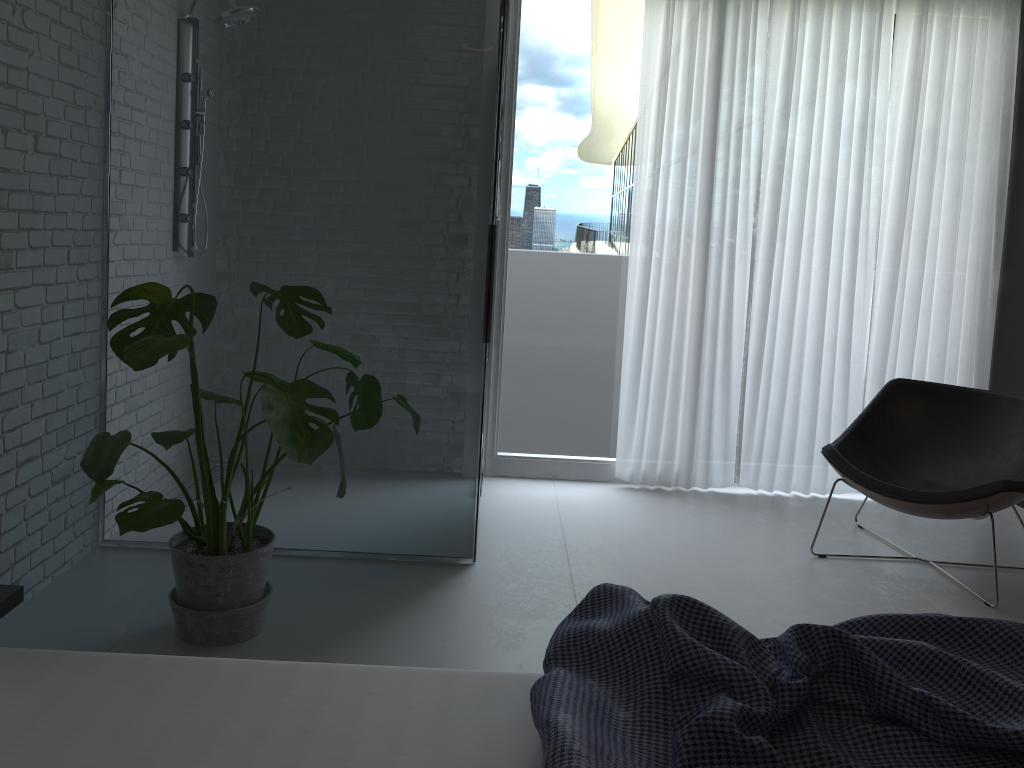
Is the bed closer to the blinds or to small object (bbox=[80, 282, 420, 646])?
small object (bbox=[80, 282, 420, 646])

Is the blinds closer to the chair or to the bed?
the chair

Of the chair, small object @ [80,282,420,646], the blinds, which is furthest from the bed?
the blinds

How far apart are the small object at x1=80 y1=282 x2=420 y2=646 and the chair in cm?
172

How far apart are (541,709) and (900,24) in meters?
4.0 m

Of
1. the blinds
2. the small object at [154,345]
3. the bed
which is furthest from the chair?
the bed

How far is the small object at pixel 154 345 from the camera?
2.3m

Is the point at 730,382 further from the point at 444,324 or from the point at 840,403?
the point at 444,324

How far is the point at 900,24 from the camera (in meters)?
4.17

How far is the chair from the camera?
3.3m
